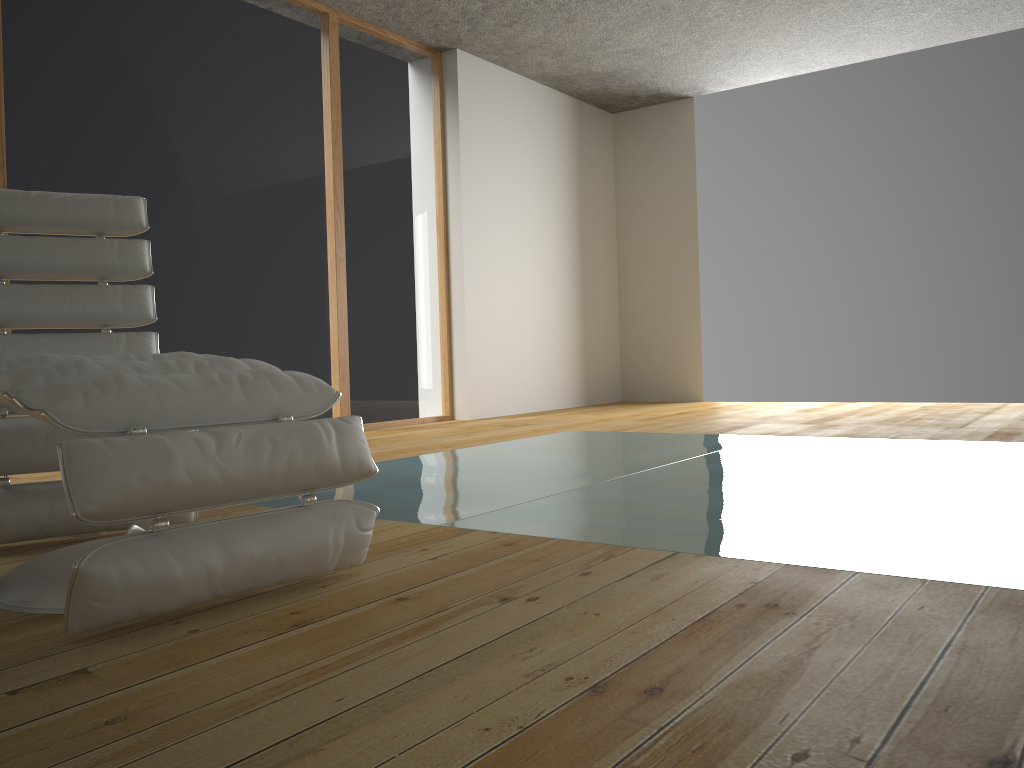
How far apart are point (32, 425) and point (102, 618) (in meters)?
0.87

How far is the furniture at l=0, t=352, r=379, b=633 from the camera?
1.3m

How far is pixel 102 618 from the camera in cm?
132

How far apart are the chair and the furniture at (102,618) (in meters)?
0.36

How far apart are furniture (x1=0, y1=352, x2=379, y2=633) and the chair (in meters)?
0.36

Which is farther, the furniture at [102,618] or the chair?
the chair

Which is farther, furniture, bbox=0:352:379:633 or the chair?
the chair

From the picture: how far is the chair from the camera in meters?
2.0

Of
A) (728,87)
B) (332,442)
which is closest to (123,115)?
(332,442)
